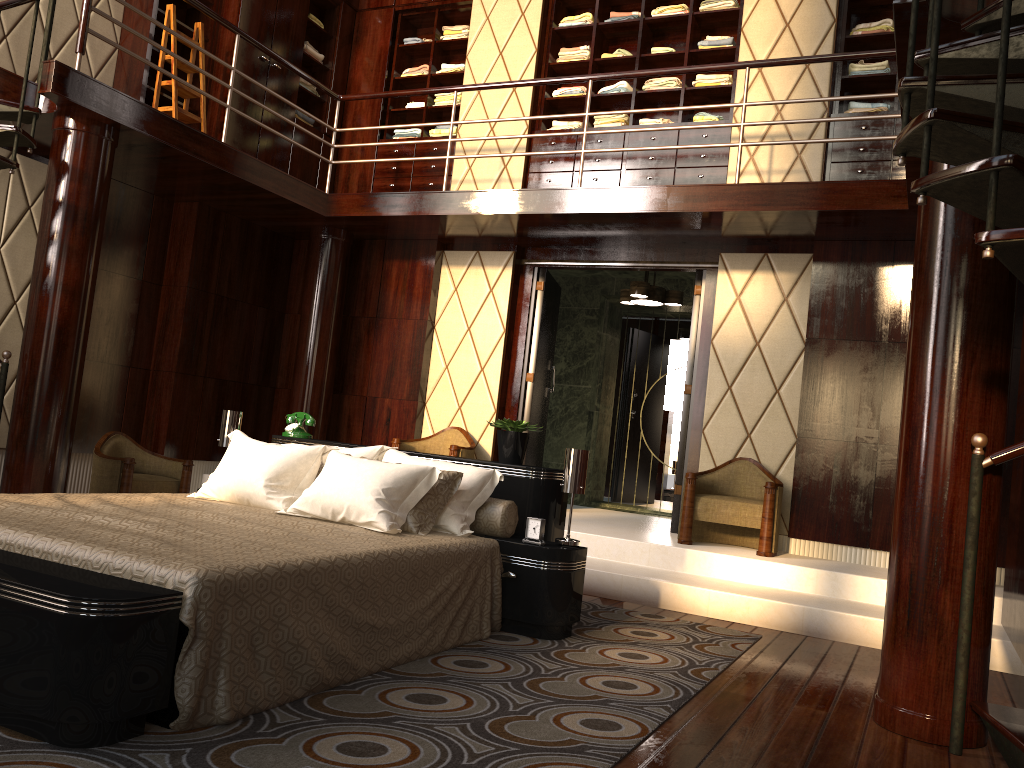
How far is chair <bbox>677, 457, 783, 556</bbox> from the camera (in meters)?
5.03

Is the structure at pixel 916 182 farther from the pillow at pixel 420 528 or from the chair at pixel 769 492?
the pillow at pixel 420 528

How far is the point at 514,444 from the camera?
3.91m

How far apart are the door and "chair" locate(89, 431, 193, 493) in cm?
229

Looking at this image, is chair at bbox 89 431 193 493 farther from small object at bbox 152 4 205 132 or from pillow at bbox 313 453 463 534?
pillow at bbox 313 453 463 534

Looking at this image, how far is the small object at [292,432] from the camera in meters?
4.4

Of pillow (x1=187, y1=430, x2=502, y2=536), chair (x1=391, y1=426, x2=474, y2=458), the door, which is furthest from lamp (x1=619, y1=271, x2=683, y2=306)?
pillow (x1=187, y1=430, x2=502, y2=536)

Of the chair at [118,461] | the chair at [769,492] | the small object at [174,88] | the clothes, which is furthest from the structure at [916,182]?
the chair at [769,492]

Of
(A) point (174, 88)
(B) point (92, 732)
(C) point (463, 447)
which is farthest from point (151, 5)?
(B) point (92, 732)

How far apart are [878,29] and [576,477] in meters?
4.0 m
